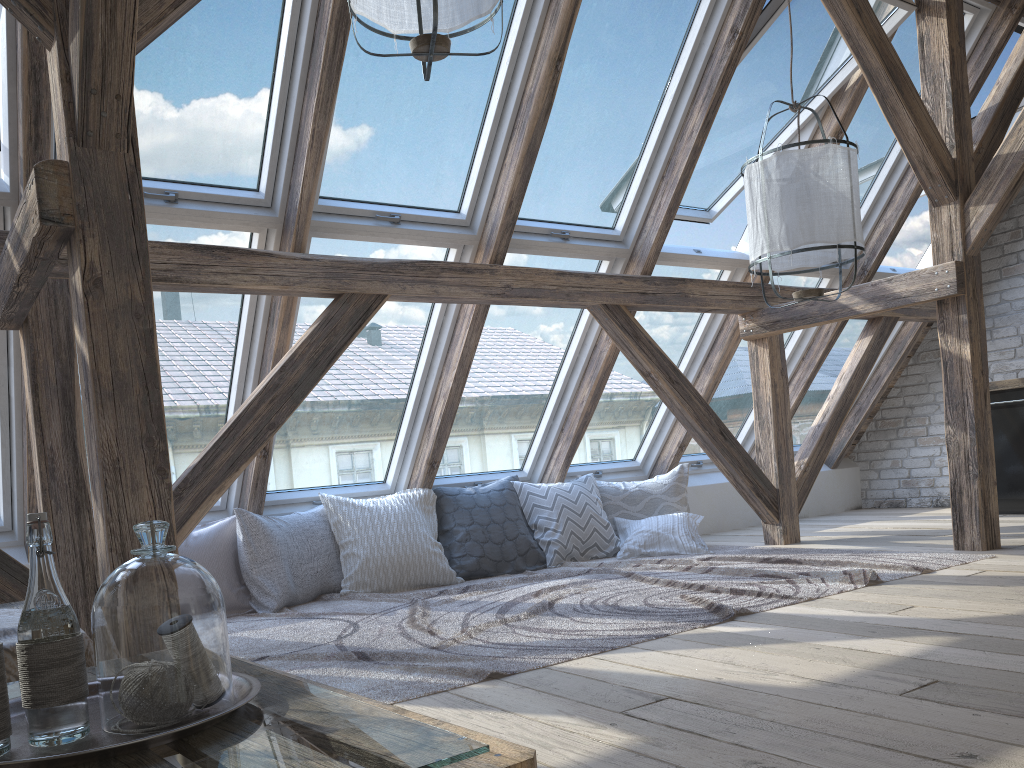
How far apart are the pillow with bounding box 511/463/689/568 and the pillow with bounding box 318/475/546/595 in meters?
0.0

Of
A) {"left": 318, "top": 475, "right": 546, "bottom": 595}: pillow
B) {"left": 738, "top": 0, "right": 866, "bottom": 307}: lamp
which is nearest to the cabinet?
{"left": 738, "top": 0, "right": 866, "bottom": 307}: lamp

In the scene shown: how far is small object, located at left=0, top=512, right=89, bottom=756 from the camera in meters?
1.0

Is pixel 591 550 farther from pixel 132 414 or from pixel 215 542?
pixel 132 414

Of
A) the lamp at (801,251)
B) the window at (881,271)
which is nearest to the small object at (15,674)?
the lamp at (801,251)

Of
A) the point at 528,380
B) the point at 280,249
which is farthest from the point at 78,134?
the point at 528,380

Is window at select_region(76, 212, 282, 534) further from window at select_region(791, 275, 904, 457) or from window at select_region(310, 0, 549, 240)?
window at select_region(791, 275, 904, 457)

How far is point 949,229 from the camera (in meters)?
4.13

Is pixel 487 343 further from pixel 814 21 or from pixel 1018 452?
pixel 1018 452

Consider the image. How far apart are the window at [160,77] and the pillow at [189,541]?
1.34m
